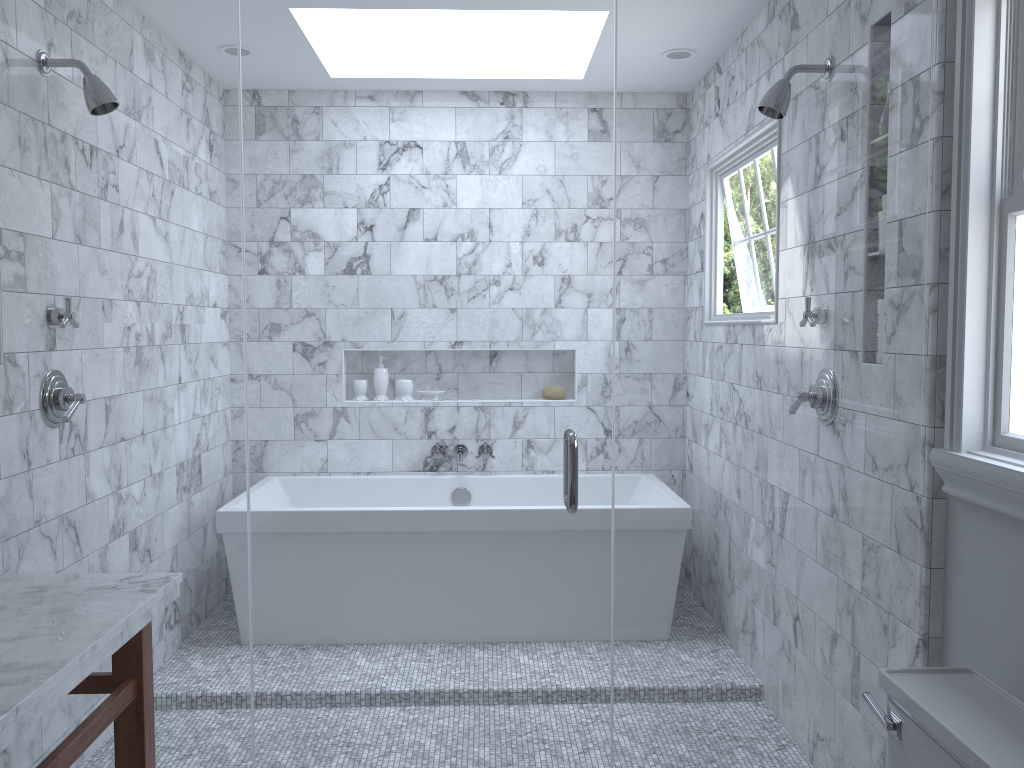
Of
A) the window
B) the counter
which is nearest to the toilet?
the window

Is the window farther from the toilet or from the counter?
the counter

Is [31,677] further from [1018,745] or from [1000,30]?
[1000,30]

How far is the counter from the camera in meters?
1.3 m

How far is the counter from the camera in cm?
133

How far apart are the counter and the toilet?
1.4m

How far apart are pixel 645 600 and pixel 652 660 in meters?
0.4

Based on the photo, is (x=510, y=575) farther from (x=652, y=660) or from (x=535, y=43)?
(x=535, y=43)

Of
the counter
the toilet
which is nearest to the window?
the toilet

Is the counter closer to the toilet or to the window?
the toilet
